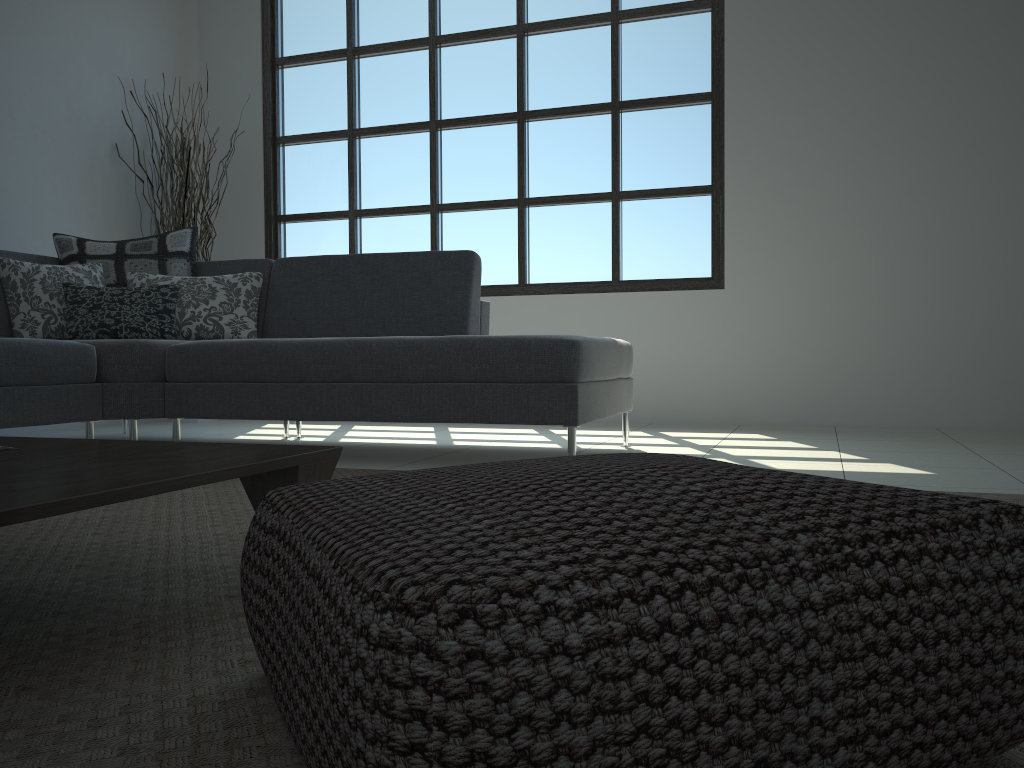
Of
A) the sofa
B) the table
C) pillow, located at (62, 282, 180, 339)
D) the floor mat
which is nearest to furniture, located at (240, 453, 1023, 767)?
the floor mat

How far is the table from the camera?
1.1m

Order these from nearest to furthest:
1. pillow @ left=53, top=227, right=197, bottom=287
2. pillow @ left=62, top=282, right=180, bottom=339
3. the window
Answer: pillow @ left=62, top=282, right=180, bottom=339
pillow @ left=53, top=227, right=197, bottom=287
the window

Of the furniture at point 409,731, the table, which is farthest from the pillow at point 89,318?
the furniture at point 409,731

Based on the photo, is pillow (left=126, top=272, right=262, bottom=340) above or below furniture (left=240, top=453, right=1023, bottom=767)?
above

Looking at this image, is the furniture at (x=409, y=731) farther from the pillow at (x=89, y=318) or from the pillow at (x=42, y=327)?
the pillow at (x=42, y=327)

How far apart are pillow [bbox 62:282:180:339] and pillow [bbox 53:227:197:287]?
0.22m

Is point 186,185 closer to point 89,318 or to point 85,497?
point 89,318

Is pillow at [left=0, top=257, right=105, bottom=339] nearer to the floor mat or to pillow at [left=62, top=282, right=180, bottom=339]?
pillow at [left=62, top=282, right=180, bottom=339]

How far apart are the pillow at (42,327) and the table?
2.2m
